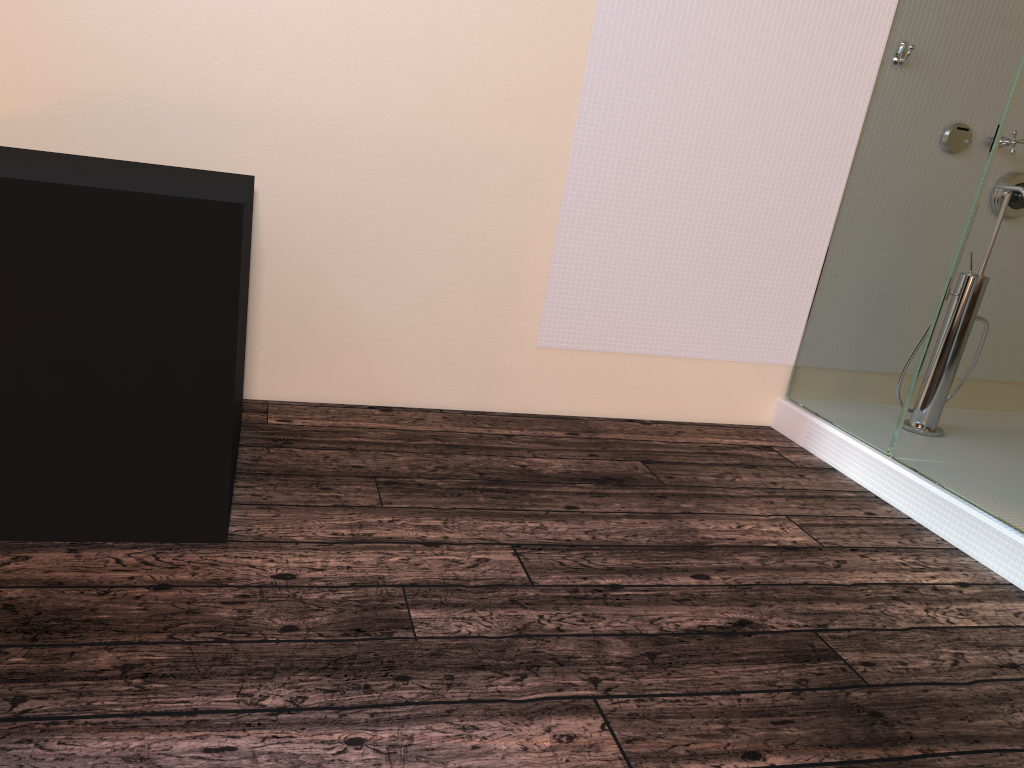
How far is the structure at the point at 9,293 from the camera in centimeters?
173cm

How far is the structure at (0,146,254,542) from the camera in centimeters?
173cm

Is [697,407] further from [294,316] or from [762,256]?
[294,316]

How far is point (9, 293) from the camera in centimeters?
173cm
